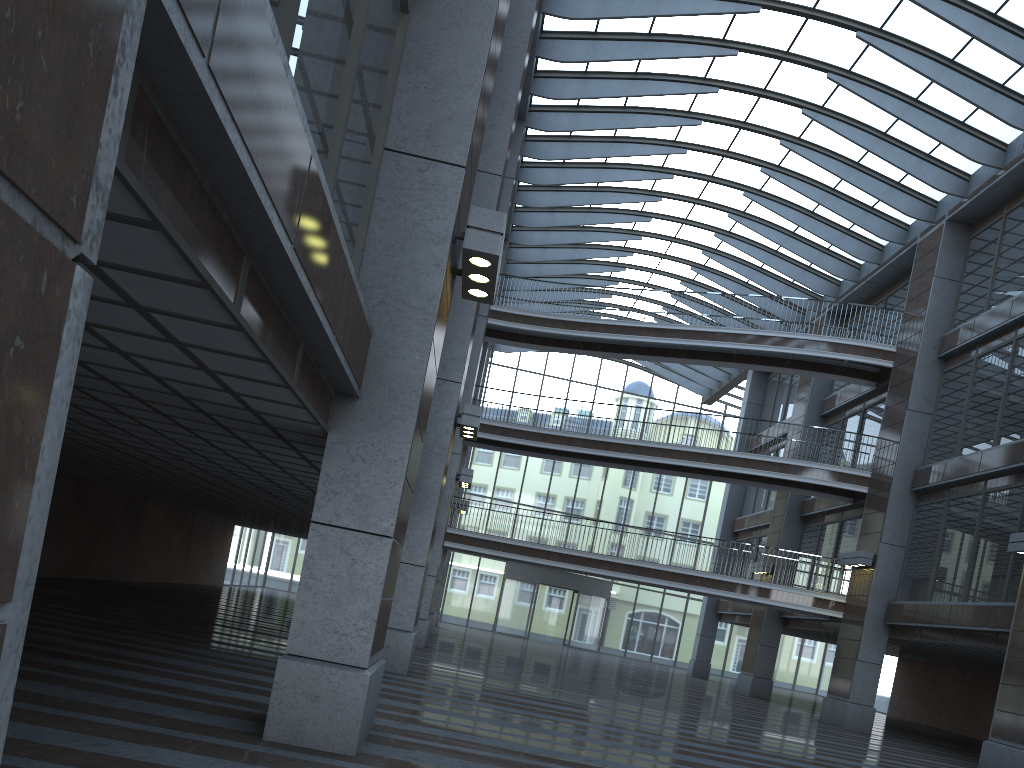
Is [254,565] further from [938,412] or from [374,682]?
[938,412]
